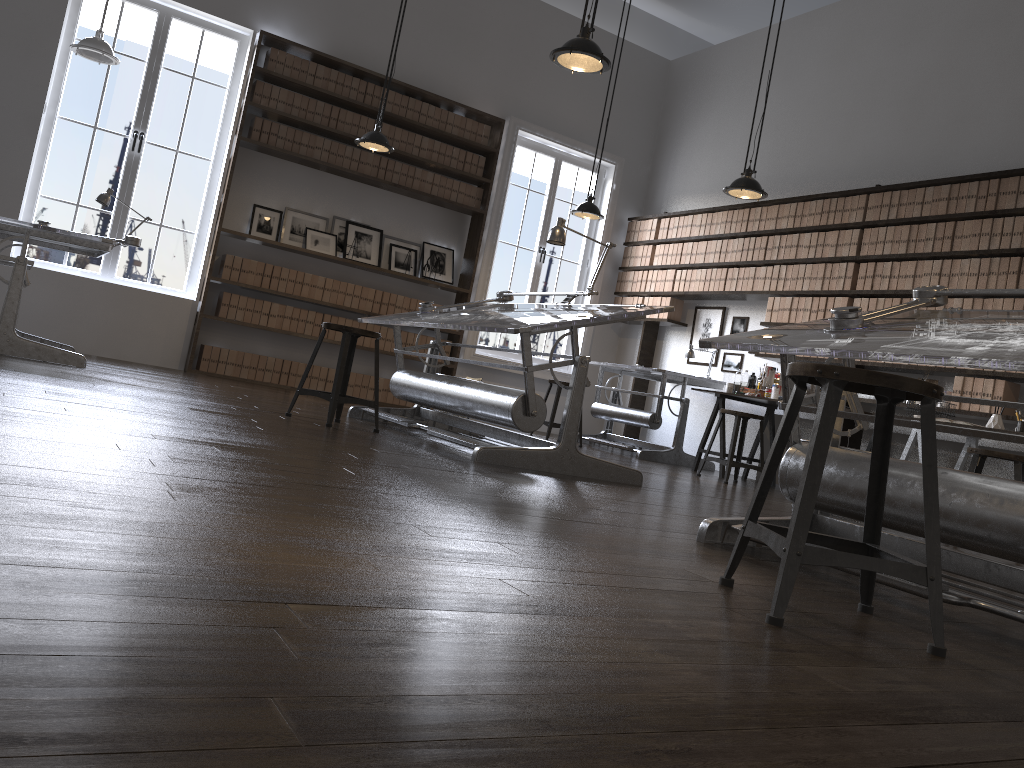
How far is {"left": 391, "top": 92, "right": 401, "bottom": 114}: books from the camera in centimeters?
823cm

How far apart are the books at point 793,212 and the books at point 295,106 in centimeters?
439cm

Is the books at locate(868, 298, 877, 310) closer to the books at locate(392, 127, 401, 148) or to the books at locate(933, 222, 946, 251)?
the books at locate(933, 222, 946, 251)

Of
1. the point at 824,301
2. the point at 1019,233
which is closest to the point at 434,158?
the point at 824,301

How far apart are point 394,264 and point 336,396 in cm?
414

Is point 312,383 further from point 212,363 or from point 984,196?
point 984,196

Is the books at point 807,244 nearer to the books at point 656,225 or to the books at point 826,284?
the books at point 826,284

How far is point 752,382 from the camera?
7.43m

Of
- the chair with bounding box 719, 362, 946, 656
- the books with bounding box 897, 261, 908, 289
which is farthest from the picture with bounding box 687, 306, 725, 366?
the chair with bounding box 719, 362, 946, 656

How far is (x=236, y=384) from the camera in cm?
688
